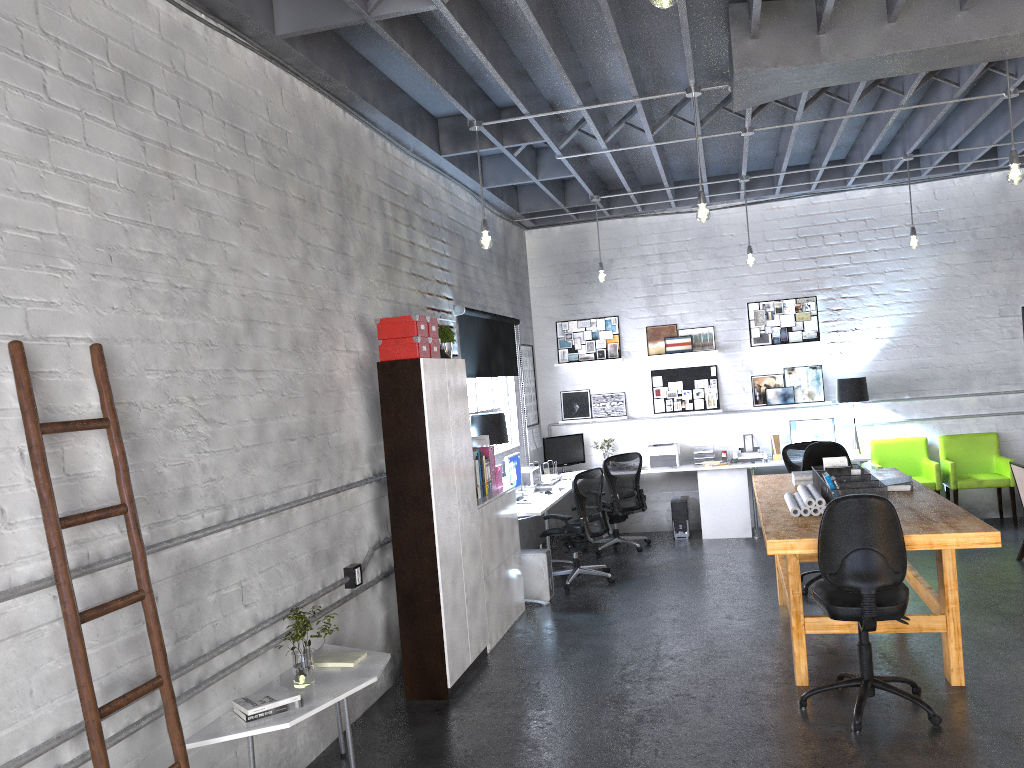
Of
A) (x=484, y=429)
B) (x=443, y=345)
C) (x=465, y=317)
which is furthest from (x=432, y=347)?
(x=465, y=317)

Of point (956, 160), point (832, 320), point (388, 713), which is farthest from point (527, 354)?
point (388, 713)

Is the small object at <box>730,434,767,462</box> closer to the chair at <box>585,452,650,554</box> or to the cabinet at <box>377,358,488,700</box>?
the chair at <box>585,452,650,554</box>

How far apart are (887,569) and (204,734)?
3.2m

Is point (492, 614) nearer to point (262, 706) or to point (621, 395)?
point (262, 706)

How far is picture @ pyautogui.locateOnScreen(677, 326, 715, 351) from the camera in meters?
10.1

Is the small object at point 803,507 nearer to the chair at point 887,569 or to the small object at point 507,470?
the chair at point 887,569

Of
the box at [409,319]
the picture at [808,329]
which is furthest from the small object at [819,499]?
the picture at [808,329]

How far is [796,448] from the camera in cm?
890

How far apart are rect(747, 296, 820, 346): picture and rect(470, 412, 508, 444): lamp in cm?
383
